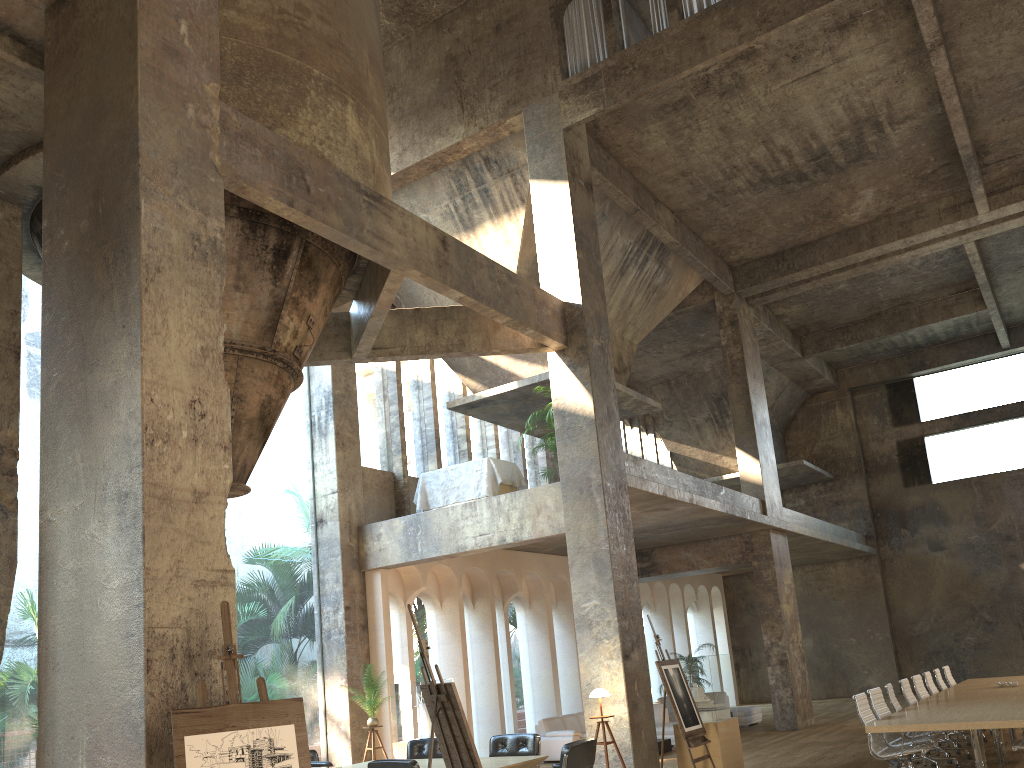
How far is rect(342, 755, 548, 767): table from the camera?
8.2m

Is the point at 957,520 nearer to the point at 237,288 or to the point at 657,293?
the point at 657,293

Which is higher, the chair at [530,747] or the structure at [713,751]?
the chair at [530,747]

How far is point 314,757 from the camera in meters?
9.9

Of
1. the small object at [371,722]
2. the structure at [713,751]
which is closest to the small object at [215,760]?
the structure at [713,751]

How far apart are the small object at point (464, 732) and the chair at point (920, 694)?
7.94m

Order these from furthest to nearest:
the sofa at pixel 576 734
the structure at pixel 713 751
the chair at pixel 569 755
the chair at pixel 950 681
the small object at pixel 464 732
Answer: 1. the sofa at pixel 576 734
2. the chair at pixel 950 681
3. the structure at pixel 713 751
4. the chair at pixel 569 755
5. the small object at pixel 464 732

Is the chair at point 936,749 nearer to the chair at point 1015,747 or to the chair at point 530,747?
the chair at point 1015,747

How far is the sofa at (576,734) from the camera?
14.1m

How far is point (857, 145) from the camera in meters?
14.7 m
